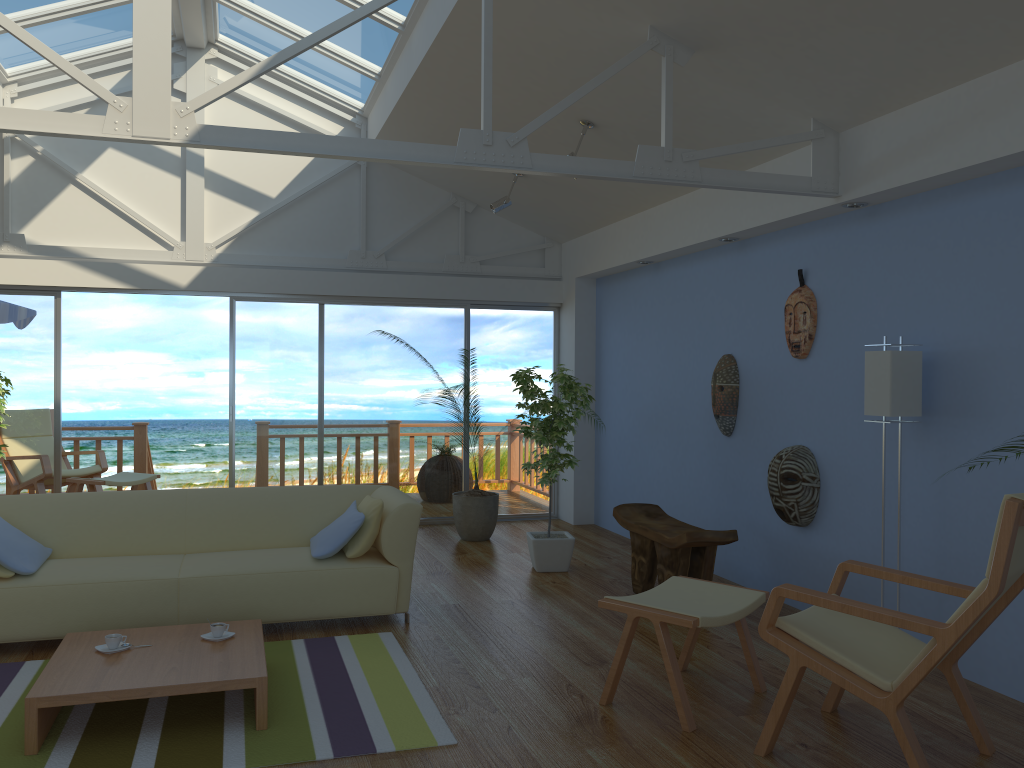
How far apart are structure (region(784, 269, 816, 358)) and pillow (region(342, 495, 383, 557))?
2.47m

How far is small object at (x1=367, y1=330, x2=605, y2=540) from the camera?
7.0m

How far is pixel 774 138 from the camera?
4.32m

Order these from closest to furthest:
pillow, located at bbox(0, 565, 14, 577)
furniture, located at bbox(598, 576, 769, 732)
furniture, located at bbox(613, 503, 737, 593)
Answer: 1. furniture, located at bbox(598, 576, 769, 732)
2. pillow, located at bbox(0, 565, 14, 577)
3. furniture, located at bbox(613, 503, 737, 593)

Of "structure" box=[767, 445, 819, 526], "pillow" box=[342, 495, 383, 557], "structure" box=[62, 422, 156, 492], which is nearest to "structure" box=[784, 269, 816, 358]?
"structure" box=[767, 445, 819, 526]

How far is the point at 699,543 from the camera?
4.8 meters

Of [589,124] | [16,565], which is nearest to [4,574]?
[16,565]

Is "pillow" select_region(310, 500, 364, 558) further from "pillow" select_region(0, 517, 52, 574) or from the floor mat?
"pillow" select_region(0, 517, 52, 574)

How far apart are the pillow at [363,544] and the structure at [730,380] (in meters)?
2.32

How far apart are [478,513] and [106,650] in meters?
3.7
